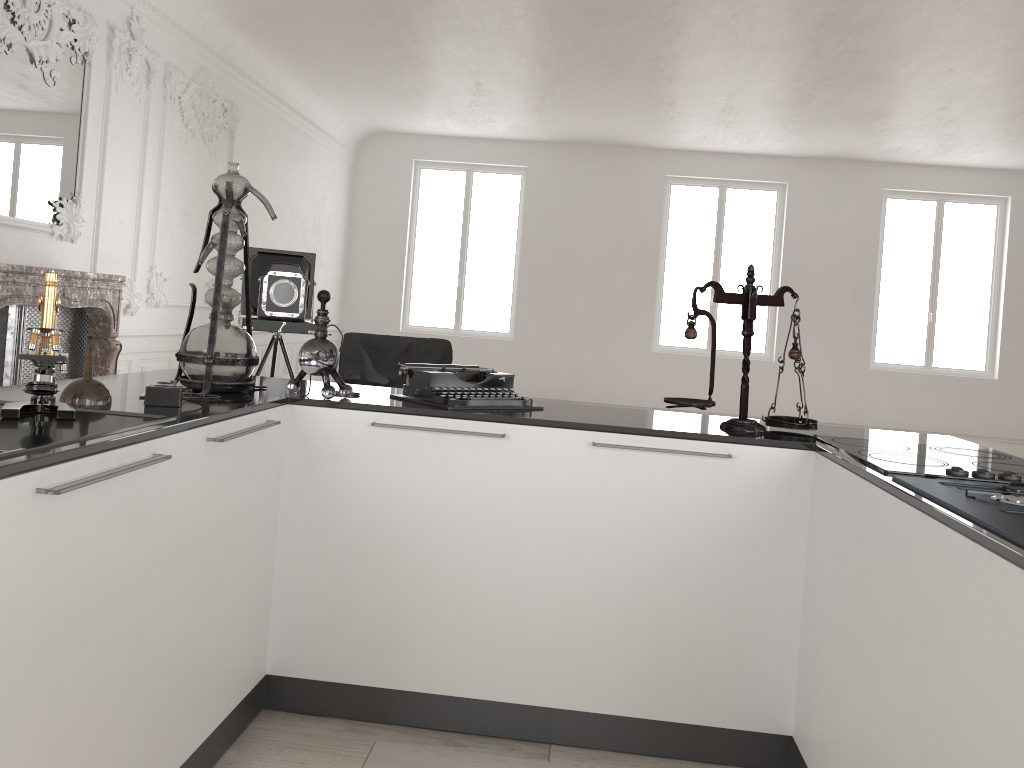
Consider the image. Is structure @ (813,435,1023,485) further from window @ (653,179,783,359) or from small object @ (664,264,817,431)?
window @ (653,179,783,359)

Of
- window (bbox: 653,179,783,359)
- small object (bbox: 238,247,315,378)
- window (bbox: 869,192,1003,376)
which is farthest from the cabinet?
window (bbox: 869,192,1003,376)

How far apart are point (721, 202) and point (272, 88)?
6.62m

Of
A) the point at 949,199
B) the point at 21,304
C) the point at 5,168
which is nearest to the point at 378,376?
the point at 21,304

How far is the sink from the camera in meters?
1.5

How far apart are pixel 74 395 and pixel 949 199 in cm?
1322

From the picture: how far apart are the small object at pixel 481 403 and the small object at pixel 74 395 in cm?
88

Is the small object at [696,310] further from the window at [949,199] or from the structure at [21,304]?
the window at [949,199]

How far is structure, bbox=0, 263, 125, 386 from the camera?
5.1m

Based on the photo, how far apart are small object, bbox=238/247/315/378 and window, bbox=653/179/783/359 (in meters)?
7.59
